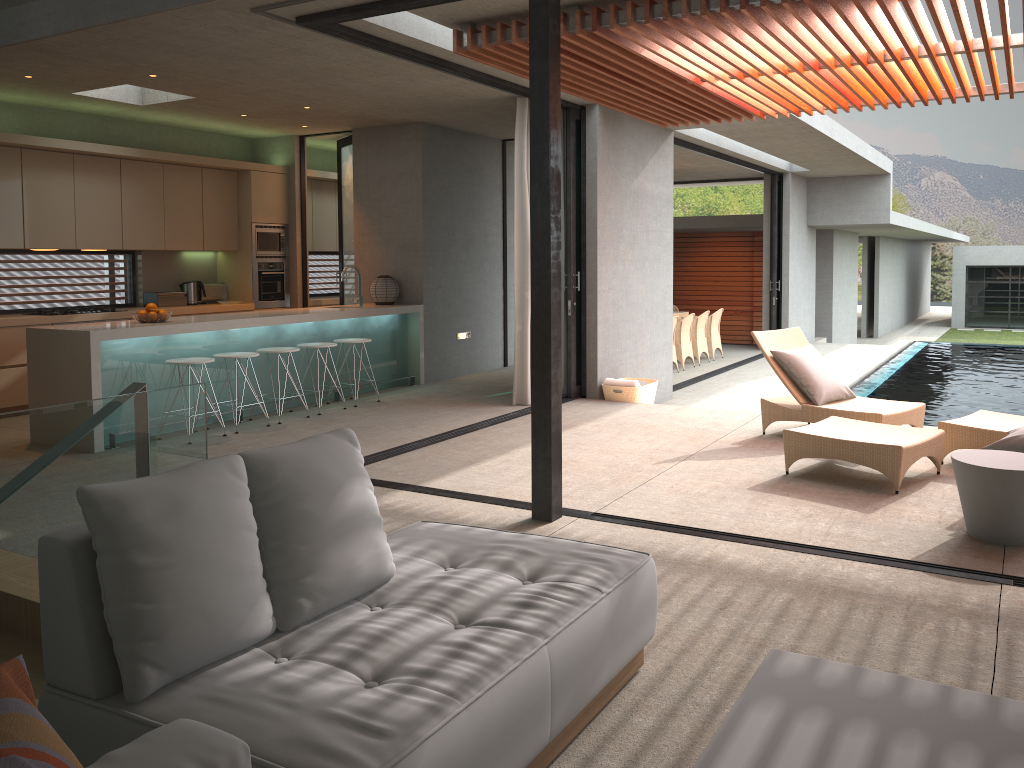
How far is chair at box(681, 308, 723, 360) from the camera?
14.63m

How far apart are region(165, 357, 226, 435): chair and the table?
5.3m

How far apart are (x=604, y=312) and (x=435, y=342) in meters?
2.2

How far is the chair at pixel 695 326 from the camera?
14.0 meters

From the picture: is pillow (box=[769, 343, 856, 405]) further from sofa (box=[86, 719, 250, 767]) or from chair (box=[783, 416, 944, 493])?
sofa (box=[86, 719, 250, 767])

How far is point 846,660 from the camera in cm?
314

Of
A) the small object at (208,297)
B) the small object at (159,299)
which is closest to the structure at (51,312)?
the small object at (159,299)

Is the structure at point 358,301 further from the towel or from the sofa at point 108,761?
the sofa at point 108,761

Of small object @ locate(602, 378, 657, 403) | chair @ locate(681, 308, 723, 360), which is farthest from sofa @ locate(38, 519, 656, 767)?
chair @ locate(681, 308, 723, 360)

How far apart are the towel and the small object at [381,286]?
2.65m
